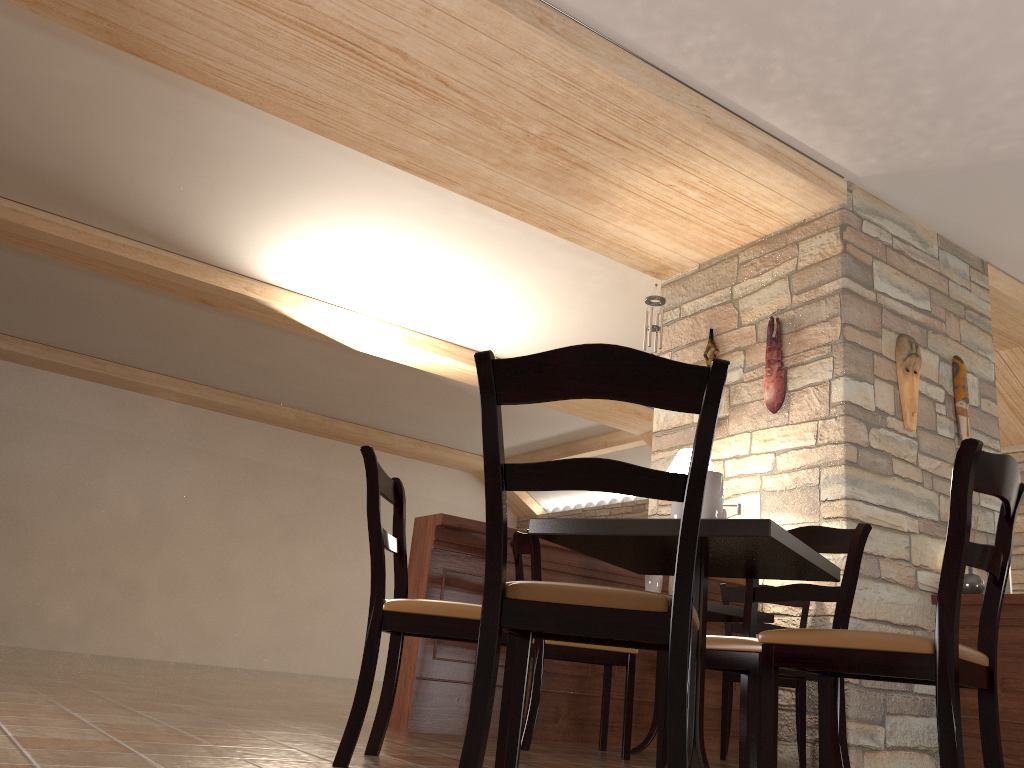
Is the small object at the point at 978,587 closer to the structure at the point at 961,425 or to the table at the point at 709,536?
the structure at the point at 961,425

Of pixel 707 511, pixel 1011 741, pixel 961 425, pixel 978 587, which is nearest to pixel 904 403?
pixel 961 425

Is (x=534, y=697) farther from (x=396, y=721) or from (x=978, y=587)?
(x=978, y=587)

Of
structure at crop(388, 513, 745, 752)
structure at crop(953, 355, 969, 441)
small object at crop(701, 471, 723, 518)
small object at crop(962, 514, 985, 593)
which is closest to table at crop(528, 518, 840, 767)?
small object at crop(701, 471, 723, 518)

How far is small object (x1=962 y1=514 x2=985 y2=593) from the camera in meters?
4.7

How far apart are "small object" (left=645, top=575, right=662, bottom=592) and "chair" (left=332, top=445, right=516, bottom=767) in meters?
1.5

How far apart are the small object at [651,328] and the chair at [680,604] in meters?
4.2

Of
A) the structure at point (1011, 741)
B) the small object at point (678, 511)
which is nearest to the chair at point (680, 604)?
the small object at point (678, 511)

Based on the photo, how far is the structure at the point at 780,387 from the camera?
5.1m

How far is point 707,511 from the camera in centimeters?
225cm
